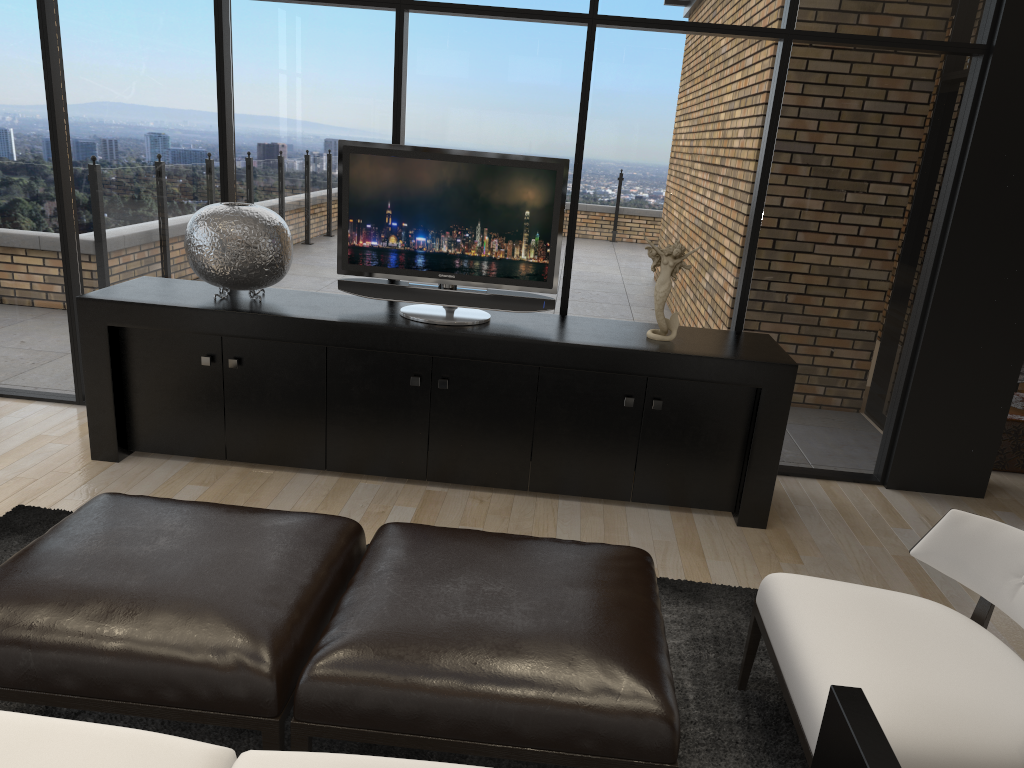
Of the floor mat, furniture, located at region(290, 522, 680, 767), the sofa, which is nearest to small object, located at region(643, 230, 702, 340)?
the floor mat

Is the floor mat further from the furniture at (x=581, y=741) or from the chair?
the furniture at (x=581, y=741)

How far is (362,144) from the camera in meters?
3.8

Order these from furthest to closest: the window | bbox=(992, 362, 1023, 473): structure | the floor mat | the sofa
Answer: bbox=(992, 362, 1023, 473): structure < the window < the floor mat < the sofa

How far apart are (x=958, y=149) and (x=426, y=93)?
Answer: 2.5m

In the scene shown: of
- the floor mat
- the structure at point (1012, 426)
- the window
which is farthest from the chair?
the structure at point (1012, 426)

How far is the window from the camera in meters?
4.1

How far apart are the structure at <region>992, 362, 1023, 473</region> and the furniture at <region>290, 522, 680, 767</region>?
3.3 meters

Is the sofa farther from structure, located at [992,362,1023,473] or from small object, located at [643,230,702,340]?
structure, located at [992,362,1023,473]

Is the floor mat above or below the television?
below
